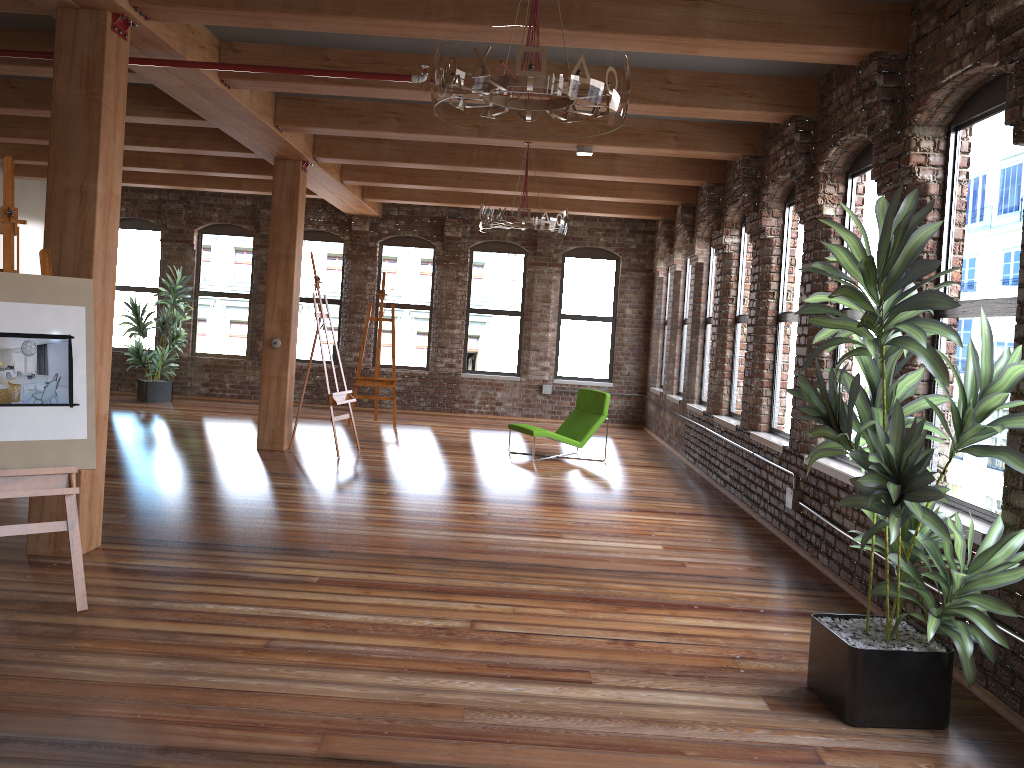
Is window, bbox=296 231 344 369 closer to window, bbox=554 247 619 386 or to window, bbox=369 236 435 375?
window, bbox=369 236 435 375

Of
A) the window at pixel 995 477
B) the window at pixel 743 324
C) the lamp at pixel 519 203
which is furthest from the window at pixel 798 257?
the window at pixel 995 477

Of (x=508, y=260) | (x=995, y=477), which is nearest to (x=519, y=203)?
(x=995, y=477)

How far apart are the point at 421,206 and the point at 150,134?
5.3 meters

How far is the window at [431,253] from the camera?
14.3 meters

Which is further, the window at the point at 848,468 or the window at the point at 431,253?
the window at the point at 431,253

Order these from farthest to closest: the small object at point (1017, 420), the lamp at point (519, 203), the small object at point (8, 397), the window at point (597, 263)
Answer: the window at point (597, 263)
the lamp at point (519, 203)
the small object at point (8, 397)
the small object at point (1017, 420)

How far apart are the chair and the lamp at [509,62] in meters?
6.0 m

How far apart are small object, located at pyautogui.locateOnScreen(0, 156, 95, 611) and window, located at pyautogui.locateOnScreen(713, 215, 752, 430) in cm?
581

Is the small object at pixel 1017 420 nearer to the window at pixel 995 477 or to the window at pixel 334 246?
the window at pixel 995 477
